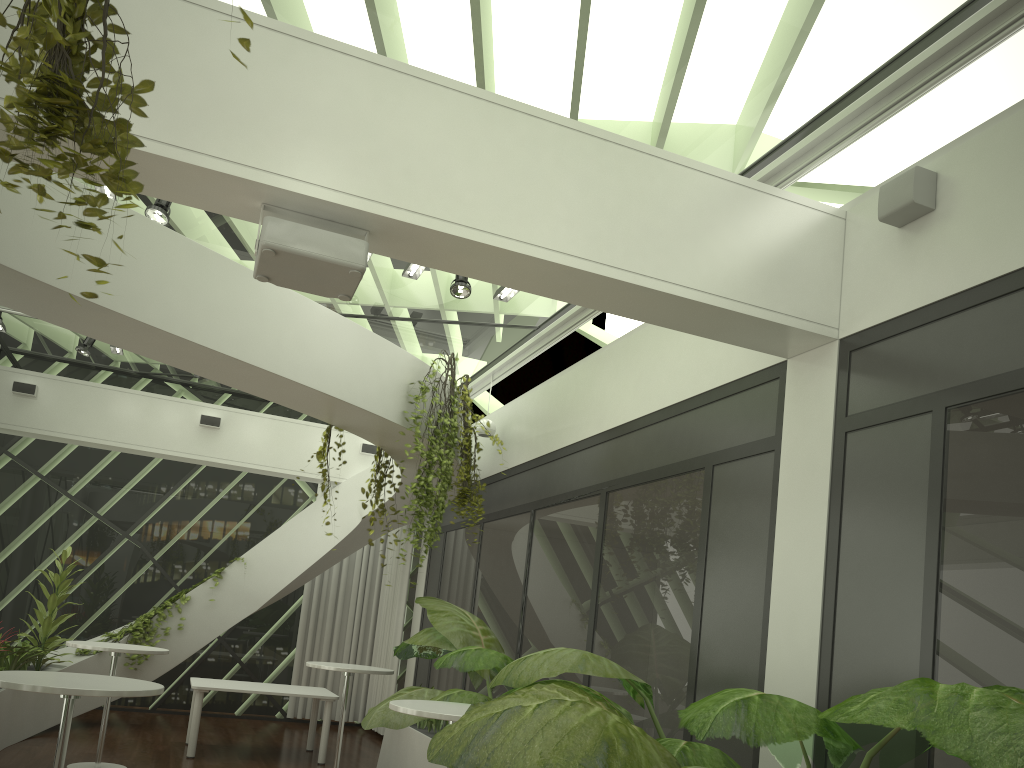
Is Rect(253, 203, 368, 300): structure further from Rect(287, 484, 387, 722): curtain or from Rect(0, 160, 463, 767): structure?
Rect(287, 484, 387, 722): curtain

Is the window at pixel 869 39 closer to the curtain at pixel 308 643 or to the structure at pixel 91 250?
the structure at pixel 91 250

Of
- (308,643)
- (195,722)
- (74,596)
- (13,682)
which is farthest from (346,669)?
(74,596)

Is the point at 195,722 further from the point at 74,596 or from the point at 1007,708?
the point at 1007,708

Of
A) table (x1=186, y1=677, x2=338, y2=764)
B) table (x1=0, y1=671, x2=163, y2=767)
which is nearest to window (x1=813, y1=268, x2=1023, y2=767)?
table (x1=0, y1=671, x2=163, y2=767)

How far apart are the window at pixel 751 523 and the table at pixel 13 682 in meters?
2.9

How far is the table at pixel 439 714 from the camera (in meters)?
4.66

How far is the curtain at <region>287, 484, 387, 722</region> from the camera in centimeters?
1206cm

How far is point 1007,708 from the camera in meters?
2.3

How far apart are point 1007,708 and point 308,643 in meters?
10.9
